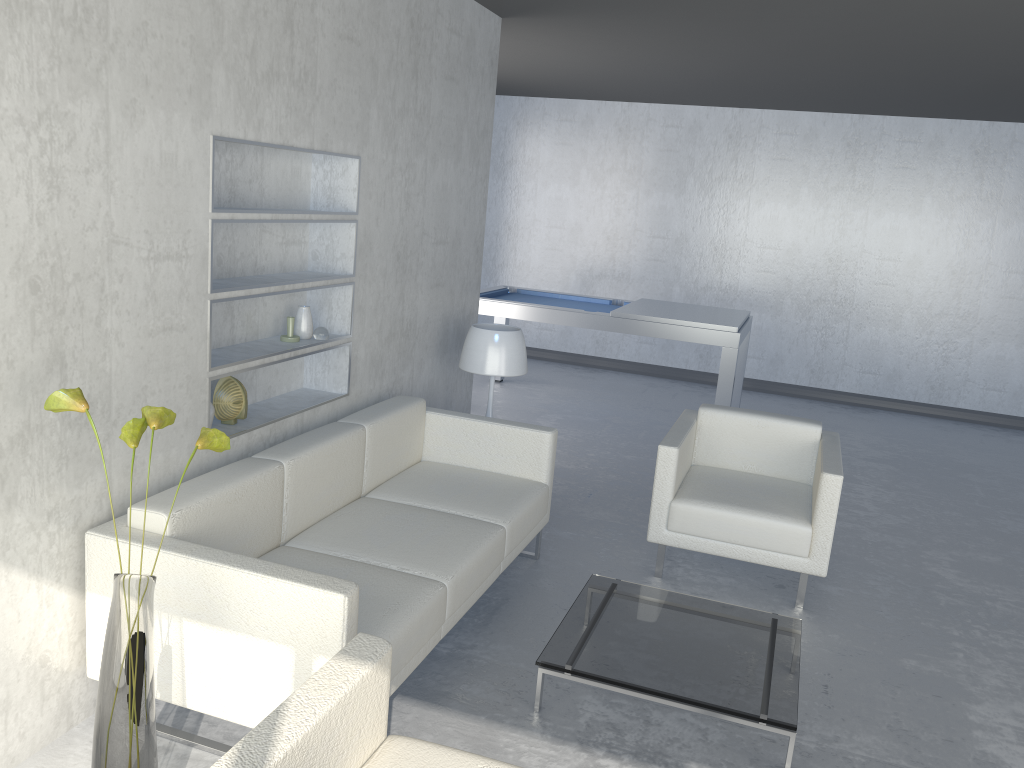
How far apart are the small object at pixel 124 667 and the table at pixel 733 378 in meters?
4.1

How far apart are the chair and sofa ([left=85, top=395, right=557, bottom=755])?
0.5 meters

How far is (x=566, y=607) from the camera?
3.5m

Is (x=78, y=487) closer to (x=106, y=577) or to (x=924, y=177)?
(x=106, y=577)

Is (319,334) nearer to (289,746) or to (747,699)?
(747,699)

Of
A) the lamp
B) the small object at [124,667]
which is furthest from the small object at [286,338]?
the small object at [124,667]

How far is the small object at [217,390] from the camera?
3.1m

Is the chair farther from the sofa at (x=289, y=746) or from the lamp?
the sofa at (x=289, y=746)

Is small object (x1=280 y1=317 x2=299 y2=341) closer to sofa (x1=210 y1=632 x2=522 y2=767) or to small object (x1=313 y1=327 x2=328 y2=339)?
small object (x1=313 y1=327 x2=328 y2=339)

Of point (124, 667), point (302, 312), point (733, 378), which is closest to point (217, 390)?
point (302, 312)
